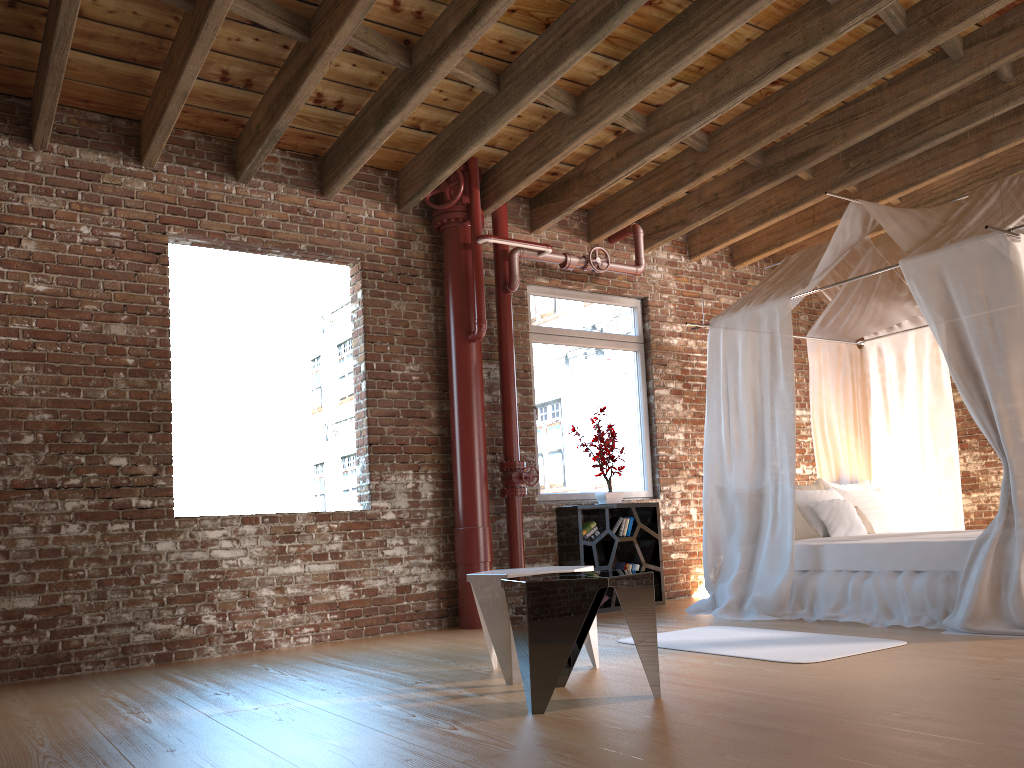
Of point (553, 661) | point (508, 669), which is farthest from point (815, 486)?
point (553, 661)

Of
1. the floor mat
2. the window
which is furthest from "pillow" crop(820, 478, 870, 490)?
the floor mat

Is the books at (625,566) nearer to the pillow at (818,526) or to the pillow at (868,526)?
the pillow at (818,526)

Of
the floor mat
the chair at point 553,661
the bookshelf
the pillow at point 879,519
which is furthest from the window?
the chair at point 553,661

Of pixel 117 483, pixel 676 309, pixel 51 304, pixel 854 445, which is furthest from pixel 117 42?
pixel 854 445

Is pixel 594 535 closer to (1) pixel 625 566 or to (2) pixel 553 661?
(1) pixel 625 566

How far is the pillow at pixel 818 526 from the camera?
6.3m

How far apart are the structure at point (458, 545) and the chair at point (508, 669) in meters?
1.9 m

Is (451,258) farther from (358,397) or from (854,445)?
(854,445)

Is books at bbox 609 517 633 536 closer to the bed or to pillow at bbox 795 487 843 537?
the bed
